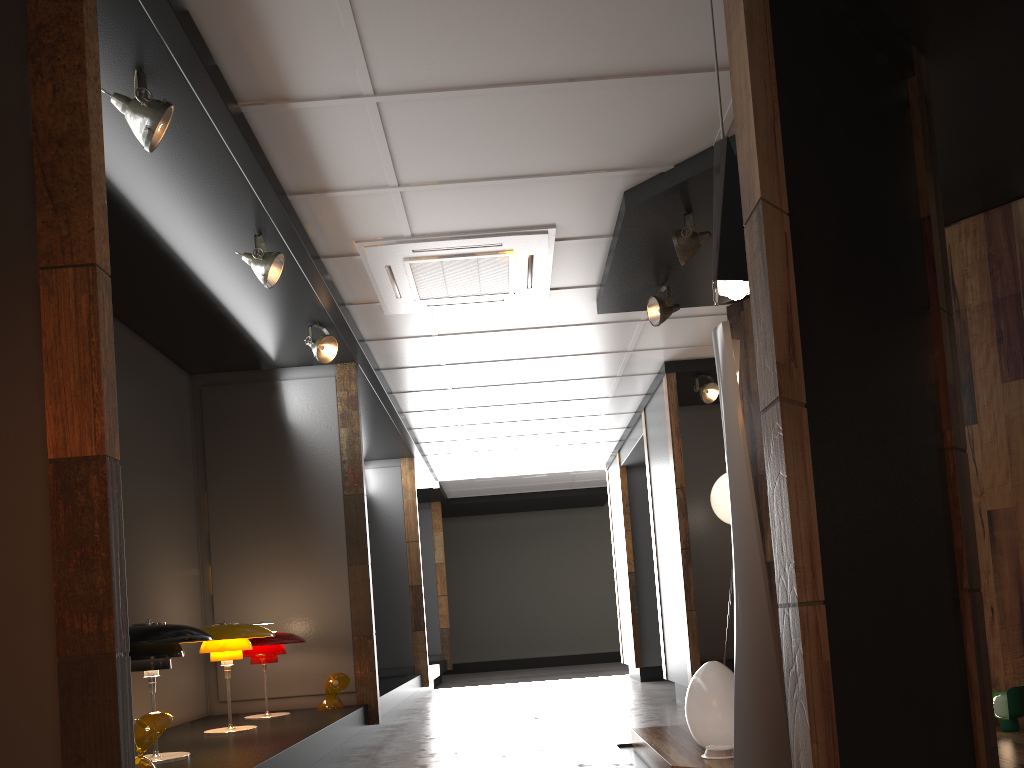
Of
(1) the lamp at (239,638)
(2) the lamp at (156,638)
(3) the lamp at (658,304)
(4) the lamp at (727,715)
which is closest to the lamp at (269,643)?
(1) the lamp at (239,638)

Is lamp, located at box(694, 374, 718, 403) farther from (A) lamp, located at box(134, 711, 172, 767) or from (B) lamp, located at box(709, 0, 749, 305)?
(A) lamp, located at box(134, 711, 172, 767)

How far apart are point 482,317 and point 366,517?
1.68m

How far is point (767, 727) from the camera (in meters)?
3.04

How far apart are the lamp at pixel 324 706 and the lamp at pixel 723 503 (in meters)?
3.49

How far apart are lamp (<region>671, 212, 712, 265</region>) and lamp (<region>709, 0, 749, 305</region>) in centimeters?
171cm

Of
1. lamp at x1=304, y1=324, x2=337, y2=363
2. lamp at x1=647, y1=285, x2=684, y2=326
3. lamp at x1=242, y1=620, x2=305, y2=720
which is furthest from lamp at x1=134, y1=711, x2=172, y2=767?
lamp at x1=647, y1=285, x2=684, y2=326

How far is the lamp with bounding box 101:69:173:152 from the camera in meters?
3.2

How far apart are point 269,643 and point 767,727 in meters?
3.4

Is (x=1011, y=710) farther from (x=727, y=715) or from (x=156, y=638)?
(x=156, y=638)
